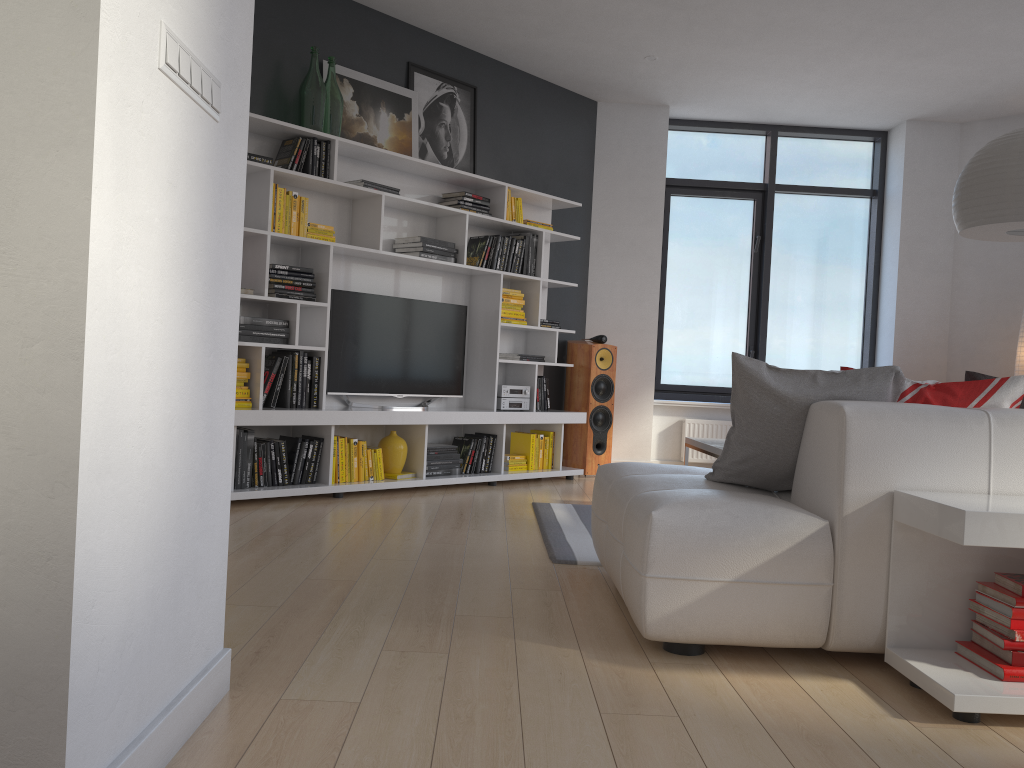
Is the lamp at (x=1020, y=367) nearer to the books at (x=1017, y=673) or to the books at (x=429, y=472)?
the books at (x=429, y=472)

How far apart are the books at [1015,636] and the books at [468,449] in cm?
384

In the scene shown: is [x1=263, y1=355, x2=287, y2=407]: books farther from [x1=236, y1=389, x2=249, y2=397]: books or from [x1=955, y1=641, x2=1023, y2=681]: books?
[x1=955, y1=641, x2=1023, y2=681]: books

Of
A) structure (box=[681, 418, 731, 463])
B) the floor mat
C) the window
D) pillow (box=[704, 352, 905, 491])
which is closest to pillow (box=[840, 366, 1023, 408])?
pillow (box=[704, 352, 905, 491])

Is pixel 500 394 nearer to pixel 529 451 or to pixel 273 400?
pixel 529 451

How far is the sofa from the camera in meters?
2.4

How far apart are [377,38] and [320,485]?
2.84m

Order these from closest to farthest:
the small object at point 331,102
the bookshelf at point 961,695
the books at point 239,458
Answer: the bookshelf at point 961,695 < the books at point 239,458 < the small object at point 331,102

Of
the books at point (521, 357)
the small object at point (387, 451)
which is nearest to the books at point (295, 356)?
the small object at point (387, 451)

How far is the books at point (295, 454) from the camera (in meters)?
4.90
